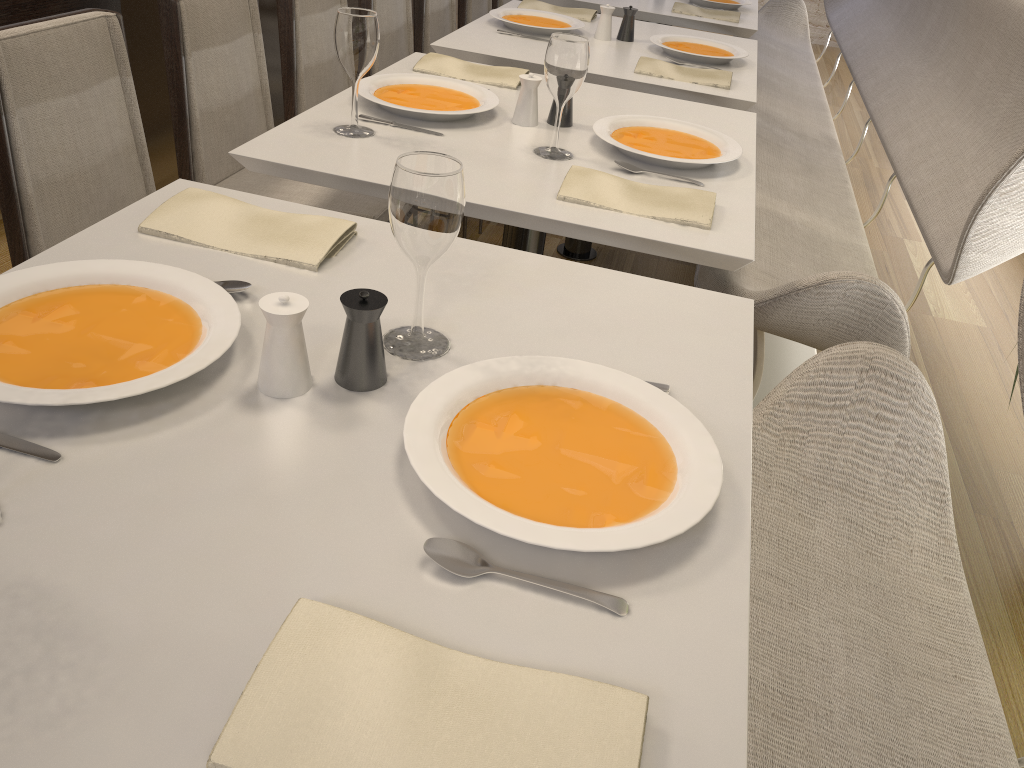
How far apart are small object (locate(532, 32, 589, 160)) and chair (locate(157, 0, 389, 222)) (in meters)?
0.51

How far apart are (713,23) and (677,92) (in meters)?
1.24

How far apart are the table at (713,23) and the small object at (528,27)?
0.6m

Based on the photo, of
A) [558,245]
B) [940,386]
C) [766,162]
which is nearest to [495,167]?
[766,162]

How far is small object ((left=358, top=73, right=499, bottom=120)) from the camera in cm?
185

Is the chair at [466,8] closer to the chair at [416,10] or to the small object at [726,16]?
the chair at [416,10]

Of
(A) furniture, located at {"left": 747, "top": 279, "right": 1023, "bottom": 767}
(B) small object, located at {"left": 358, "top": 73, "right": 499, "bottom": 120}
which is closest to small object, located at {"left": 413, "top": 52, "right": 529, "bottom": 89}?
(B) small object, located at {"left": 358, "top": 73, "right": 499, "bottom": 120}

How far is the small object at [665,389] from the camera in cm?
104

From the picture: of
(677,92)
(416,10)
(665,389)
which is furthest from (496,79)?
(416,10)

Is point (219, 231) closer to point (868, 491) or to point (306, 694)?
point (306, 694)
